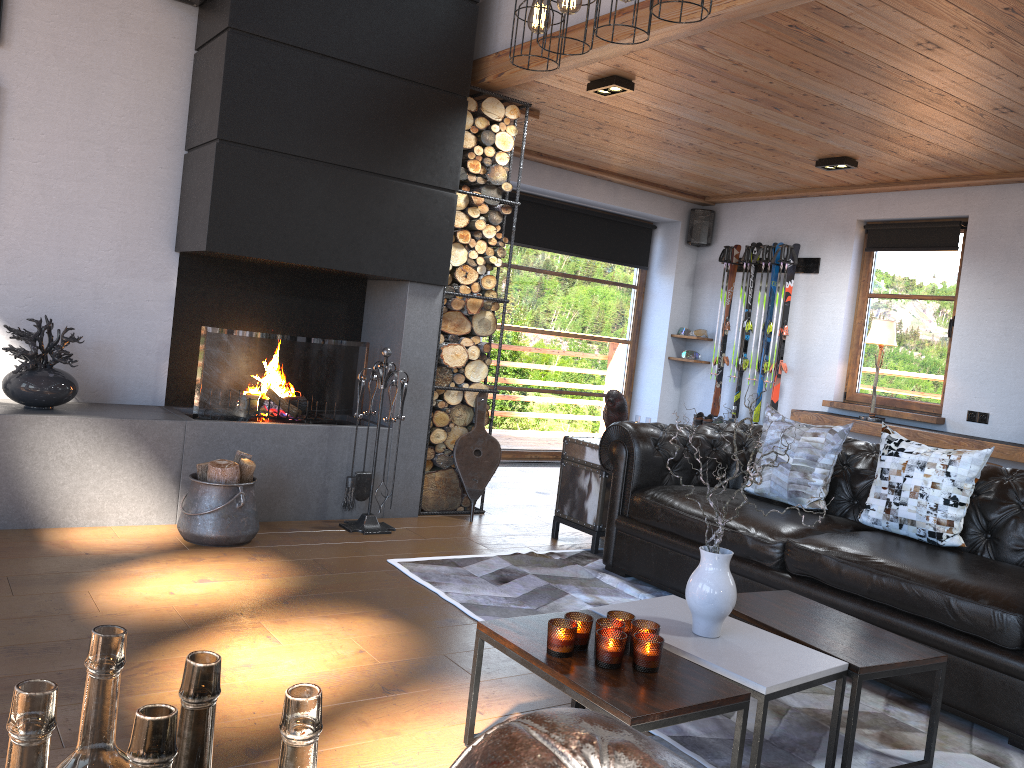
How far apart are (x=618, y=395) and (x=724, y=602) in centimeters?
252cm

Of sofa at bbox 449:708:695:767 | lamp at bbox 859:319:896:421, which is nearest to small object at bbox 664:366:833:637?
sofa at bbox 449:708:695:767

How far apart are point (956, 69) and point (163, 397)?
4.47m

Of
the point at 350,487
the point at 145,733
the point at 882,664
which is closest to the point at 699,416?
the point at 350,487

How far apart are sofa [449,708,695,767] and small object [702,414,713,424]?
7.40m

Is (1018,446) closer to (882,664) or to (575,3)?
(882,664)

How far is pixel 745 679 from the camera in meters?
2.3

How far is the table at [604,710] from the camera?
2.0 meters

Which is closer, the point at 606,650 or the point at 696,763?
the point at 606,650

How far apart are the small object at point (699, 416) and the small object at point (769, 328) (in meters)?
0.73
